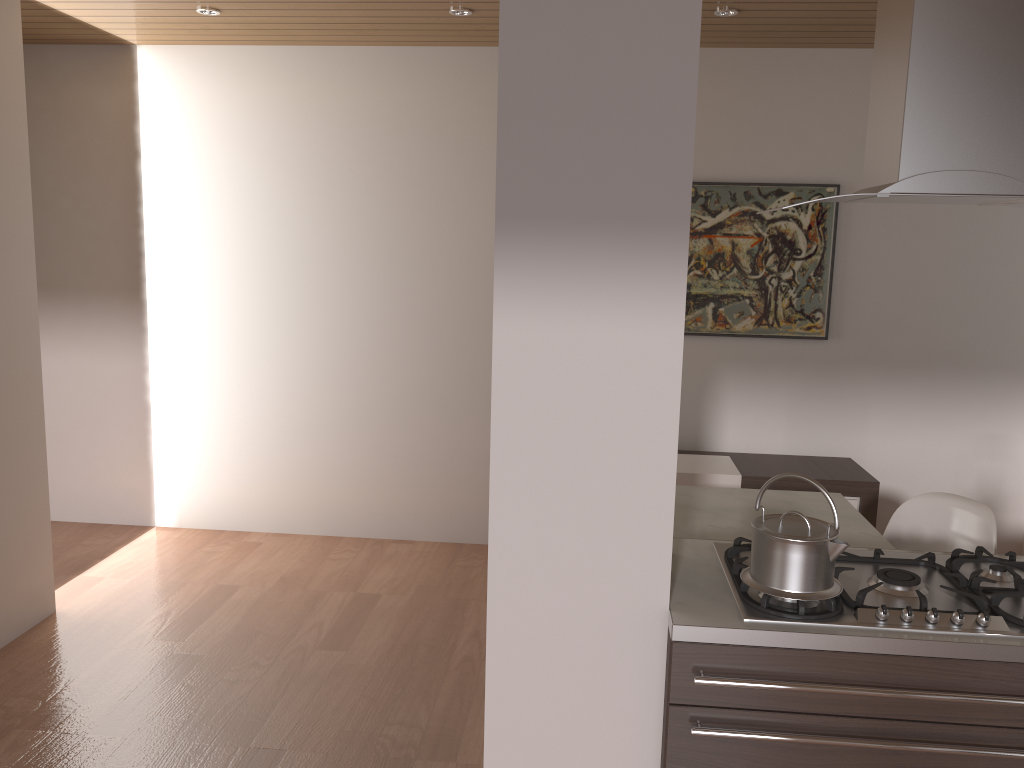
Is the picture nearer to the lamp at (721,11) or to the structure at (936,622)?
the lamp at (721,11)

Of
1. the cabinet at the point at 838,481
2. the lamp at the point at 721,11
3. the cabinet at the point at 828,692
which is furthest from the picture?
the cabinet at the point at 828,692

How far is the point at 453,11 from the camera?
3.90m

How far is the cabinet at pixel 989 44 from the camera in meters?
1.8

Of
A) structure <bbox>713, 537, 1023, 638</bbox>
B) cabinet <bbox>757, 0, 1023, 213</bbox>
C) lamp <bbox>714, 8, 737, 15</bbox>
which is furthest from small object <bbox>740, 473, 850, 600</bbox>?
lamp <bbox>714, 8, 737, 15</bbox>

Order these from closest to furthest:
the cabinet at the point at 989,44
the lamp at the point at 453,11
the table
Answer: the cabinet at the point at 989,44, the table, the lamp at the point at 453,11

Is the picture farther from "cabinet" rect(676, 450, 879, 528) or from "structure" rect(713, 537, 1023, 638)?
"structure" rect(713, 537, 1023, 638)

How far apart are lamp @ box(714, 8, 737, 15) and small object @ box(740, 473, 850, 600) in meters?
2.6

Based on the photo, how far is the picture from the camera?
4.59m

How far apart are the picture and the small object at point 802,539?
2.8m
